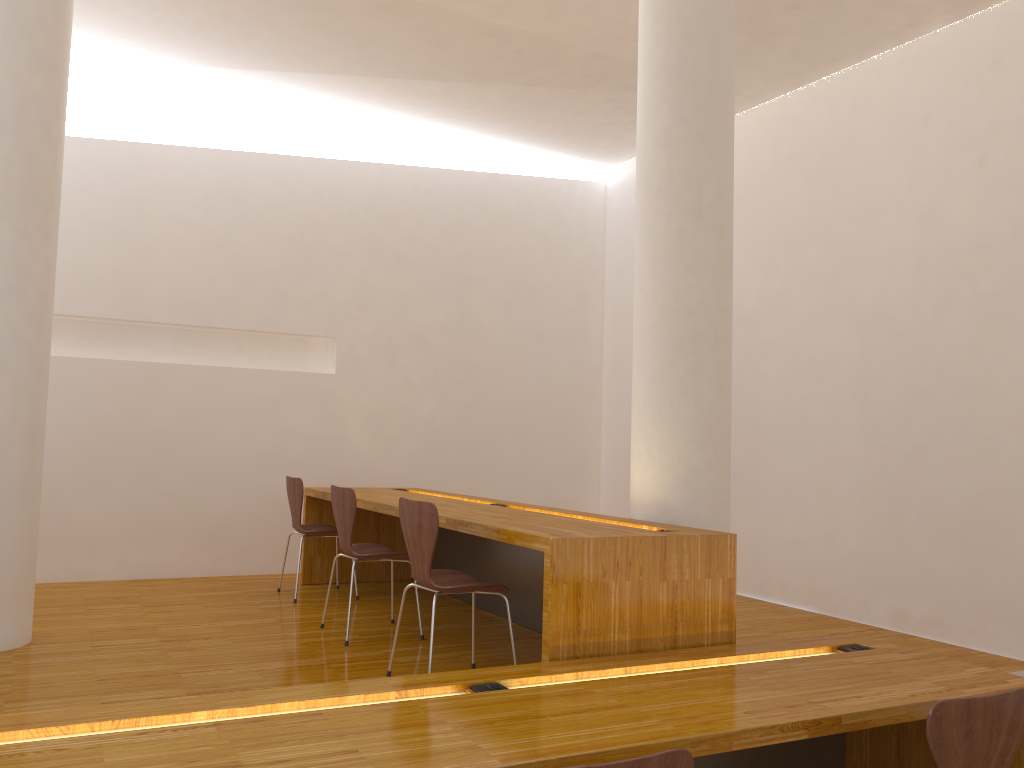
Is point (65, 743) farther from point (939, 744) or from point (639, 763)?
point (939, 744)

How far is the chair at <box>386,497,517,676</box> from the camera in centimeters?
317cm

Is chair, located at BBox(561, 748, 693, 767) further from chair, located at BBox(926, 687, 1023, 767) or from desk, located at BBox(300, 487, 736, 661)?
desk, located at BBox(300, 487, 736, 661)

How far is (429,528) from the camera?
3.17m

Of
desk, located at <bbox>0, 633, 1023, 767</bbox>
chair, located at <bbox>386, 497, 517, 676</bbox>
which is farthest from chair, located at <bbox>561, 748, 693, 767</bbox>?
chair, located at <bbox>386, 497, 517, 676</bbox>

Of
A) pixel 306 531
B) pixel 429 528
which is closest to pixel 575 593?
pixel 429 528

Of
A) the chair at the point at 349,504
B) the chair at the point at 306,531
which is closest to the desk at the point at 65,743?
the chair at the point at 349,504

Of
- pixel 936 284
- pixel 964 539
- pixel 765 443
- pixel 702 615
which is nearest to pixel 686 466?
pixel 702 615

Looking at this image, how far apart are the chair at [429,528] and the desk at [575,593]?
0.2 meters

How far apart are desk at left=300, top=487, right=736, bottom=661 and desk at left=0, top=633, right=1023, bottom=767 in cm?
6
